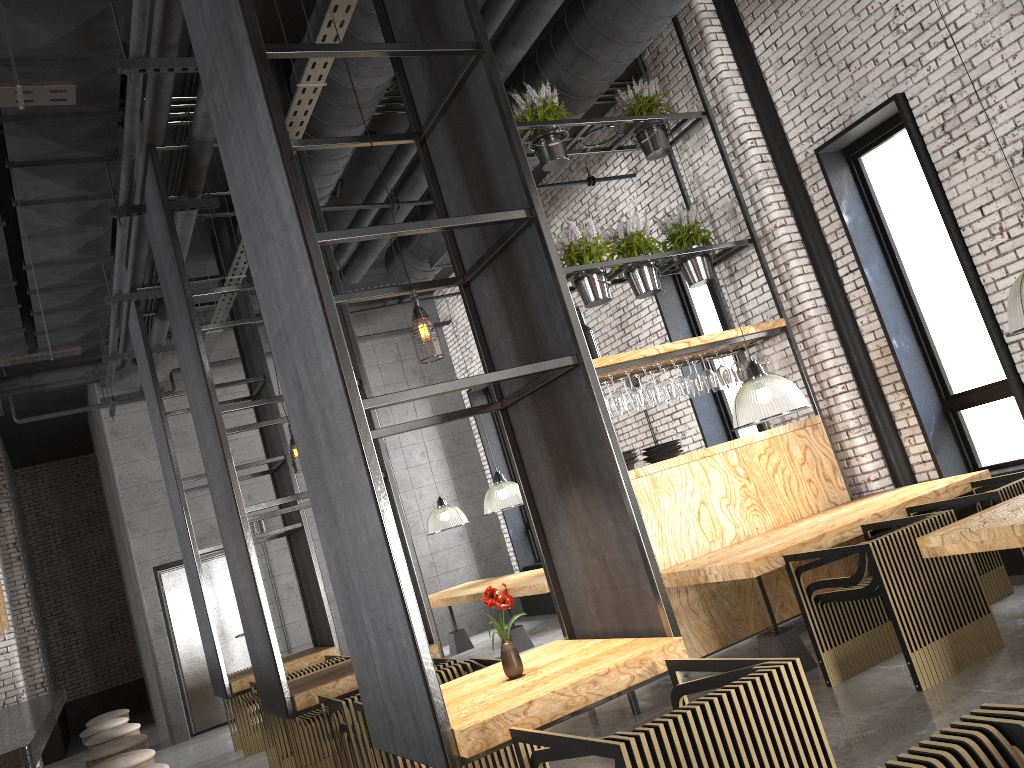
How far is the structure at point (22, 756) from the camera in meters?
Answer: 3.1

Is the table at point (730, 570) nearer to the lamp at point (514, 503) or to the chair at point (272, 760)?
the chair at point (272, 760)

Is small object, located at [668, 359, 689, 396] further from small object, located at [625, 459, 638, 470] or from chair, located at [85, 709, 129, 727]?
chair, located at [85, 709, 129, 727]

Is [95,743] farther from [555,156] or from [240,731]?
[555,156]

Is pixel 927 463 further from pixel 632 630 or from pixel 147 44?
pixel 147 44

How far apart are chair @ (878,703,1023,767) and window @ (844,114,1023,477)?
4.9m

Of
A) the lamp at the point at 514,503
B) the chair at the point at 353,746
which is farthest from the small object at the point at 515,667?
the lamp at the point at 514,503

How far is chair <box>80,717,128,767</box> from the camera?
6.50m

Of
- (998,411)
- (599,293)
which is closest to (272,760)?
(599,293)

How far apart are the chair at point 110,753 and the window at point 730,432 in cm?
575
